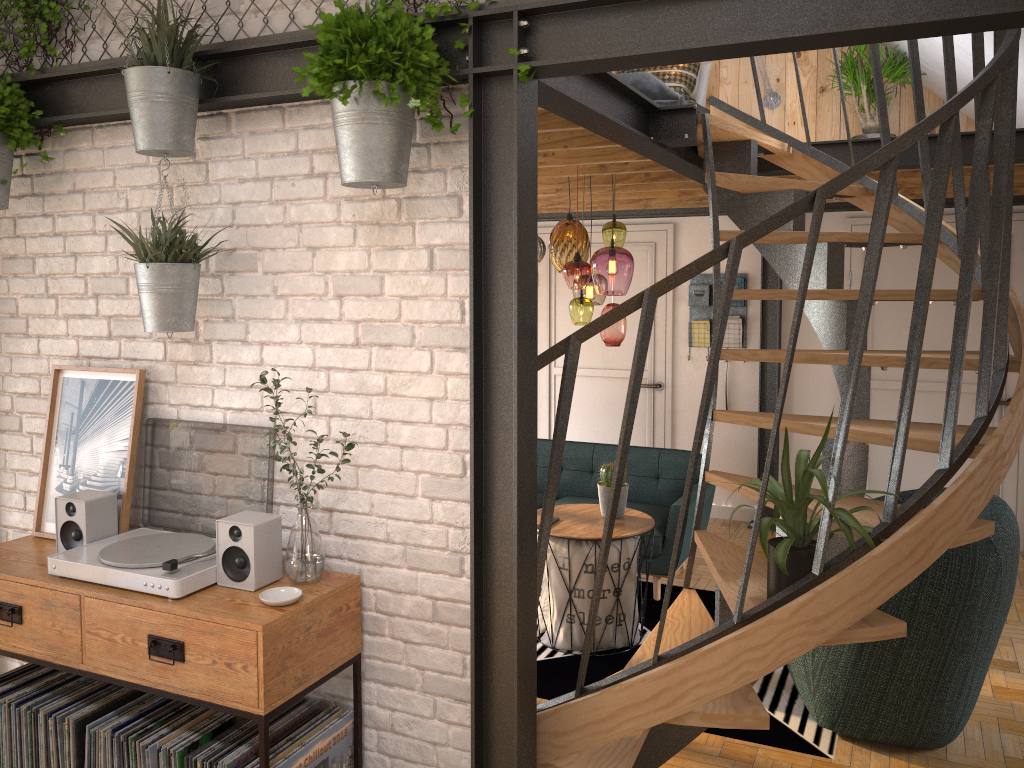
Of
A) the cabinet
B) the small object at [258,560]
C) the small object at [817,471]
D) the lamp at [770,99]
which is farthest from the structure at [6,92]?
the lamp at [770,99]

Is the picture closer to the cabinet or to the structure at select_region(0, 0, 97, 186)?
the cabinet

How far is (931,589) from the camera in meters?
3.3 m

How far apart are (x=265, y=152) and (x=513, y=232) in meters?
0.9

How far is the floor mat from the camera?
3.6m

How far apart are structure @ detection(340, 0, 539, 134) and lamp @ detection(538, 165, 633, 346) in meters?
2.1 m

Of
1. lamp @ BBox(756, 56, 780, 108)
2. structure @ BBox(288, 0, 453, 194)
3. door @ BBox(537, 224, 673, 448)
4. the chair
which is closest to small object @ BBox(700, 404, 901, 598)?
the chair

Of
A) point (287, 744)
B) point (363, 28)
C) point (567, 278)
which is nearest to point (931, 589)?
point (567, 278)

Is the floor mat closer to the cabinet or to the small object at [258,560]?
the cabinet

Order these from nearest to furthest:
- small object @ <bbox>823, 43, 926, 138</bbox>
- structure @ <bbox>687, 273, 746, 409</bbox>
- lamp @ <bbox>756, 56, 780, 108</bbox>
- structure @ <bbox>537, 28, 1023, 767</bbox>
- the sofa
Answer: structure @ <bbox>537, 28, 1023, 767</bbox>, the sofa, small object @ <bbox>823, 43, 926, 138</bbox>, lamp @ <bbox>756, 56, 780, 108</bbox>, structure @ <bbox>687, 273, 746, 409</bbox>
